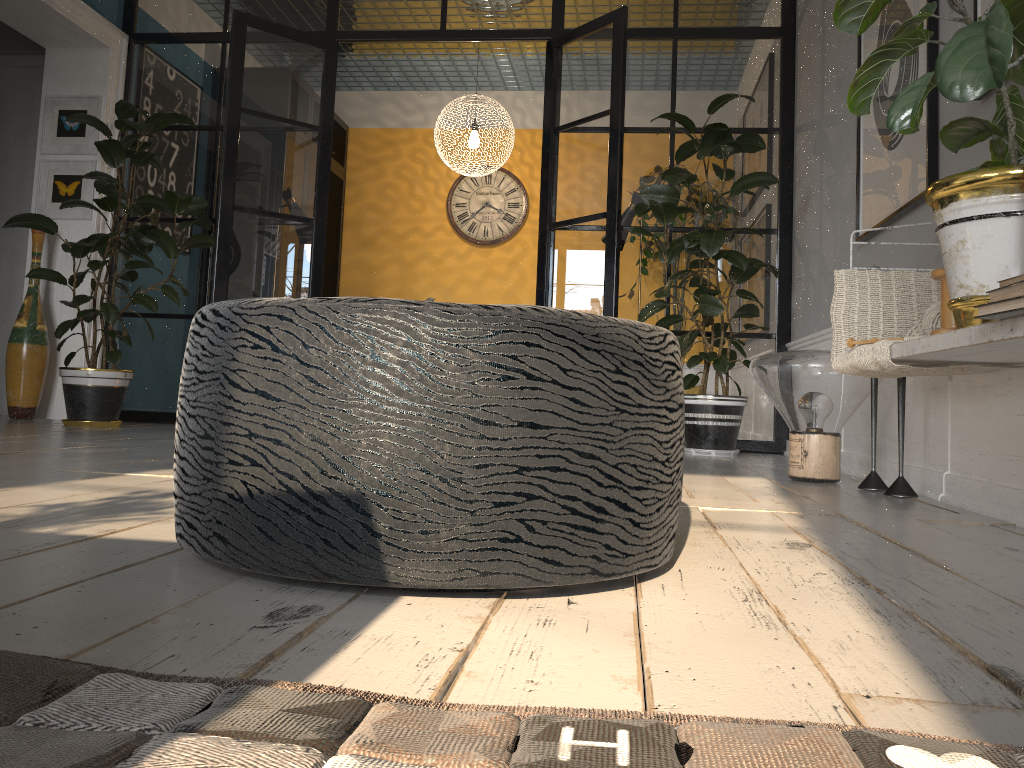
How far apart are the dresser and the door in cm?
239

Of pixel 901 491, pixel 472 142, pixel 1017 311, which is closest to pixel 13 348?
pixel 472 142

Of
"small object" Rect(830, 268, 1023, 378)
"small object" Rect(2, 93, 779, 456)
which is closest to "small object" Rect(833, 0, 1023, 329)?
"small object" Rect(830, 268, 1023, 378)

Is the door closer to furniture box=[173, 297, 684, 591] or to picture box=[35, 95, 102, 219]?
picture box=[35, 95, 102, 219]

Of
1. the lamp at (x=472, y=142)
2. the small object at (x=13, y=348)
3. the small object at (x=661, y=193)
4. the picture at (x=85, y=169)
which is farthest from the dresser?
the small object at (x=13, y=348)

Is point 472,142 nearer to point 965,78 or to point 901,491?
point 901,491

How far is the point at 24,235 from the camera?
5.6 meters

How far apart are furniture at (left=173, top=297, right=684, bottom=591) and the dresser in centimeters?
651cm

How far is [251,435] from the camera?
1.0 meters

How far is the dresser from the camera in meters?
7.6
